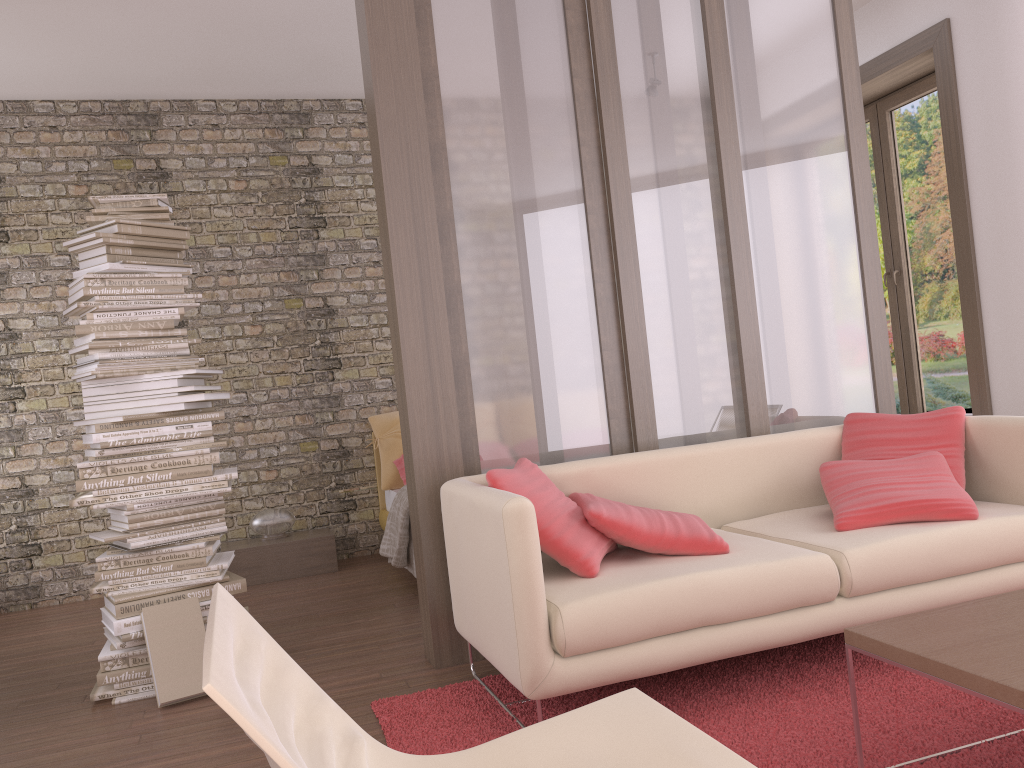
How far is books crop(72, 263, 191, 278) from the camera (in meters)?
3.62

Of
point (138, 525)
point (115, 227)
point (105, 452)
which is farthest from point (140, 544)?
point (115, 227)

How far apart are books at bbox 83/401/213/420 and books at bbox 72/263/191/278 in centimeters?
59cm

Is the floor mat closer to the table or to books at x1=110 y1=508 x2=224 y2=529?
the table

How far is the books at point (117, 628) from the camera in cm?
349

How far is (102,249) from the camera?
3.7m

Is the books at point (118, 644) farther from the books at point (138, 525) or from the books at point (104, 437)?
the books at point (104, 437)

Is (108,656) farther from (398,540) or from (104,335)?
(398,540)

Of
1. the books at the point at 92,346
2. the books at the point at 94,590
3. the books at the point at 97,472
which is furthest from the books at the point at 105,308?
the books at the point at 94,590

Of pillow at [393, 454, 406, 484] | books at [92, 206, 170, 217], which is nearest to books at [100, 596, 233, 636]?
books at [92, 206, 170, 217]
